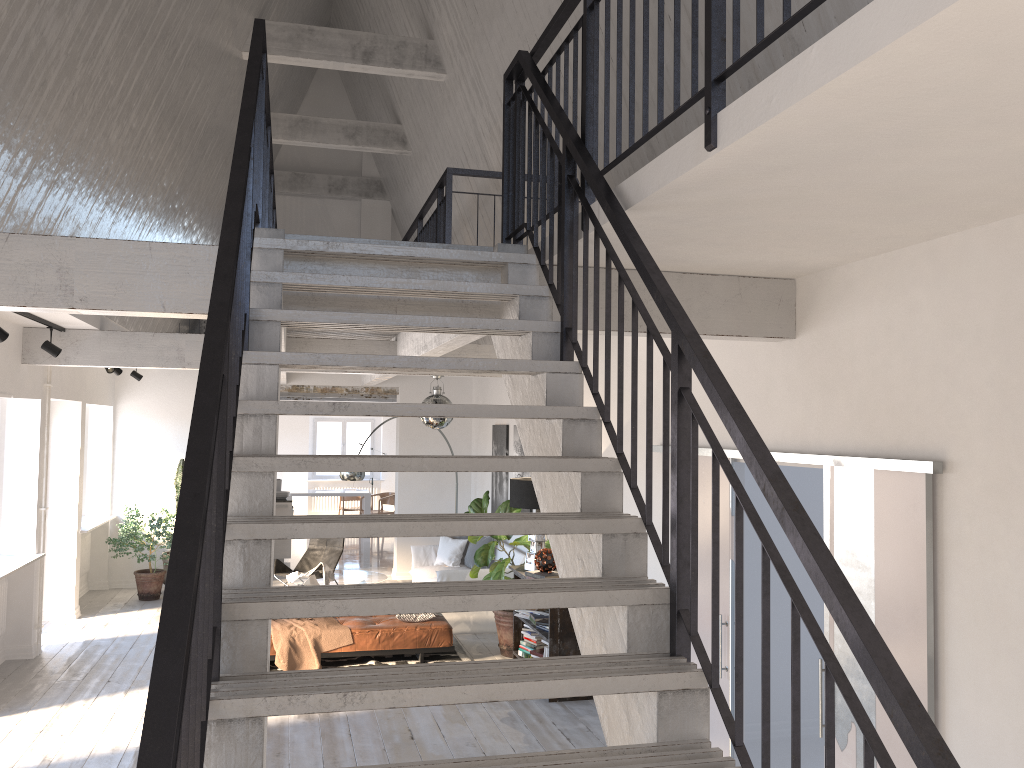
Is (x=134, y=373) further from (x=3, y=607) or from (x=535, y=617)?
(x=535, y=617)

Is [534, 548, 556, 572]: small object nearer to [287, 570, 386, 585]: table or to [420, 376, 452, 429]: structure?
[420, 376, 452, 429]: structure

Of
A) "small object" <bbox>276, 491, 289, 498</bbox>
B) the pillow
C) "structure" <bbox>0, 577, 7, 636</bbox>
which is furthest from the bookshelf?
"small object" <bbox>276, 491, 289, 498</bbox>

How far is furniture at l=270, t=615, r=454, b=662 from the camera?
7.9 meters

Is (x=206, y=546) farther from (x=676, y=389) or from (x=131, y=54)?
(x=131, y=54)

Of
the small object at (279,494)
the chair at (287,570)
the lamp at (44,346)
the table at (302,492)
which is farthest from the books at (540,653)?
the table at (302,492)

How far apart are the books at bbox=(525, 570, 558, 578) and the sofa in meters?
2.1

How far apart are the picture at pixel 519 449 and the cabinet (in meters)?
4.97

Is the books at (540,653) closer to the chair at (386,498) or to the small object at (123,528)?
the small object at (123,528)

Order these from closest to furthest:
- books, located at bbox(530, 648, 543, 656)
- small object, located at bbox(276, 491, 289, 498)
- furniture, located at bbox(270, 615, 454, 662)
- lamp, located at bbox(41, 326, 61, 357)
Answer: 1. lamp, located at bbox(41, 326, 61, 357)
2. books, located at bbox(530, 648, 543, 656)
3. furniture, located at bbox(270, 615, 454, 662)
4. small object, located at bbox(276, 491, 289, 498)
